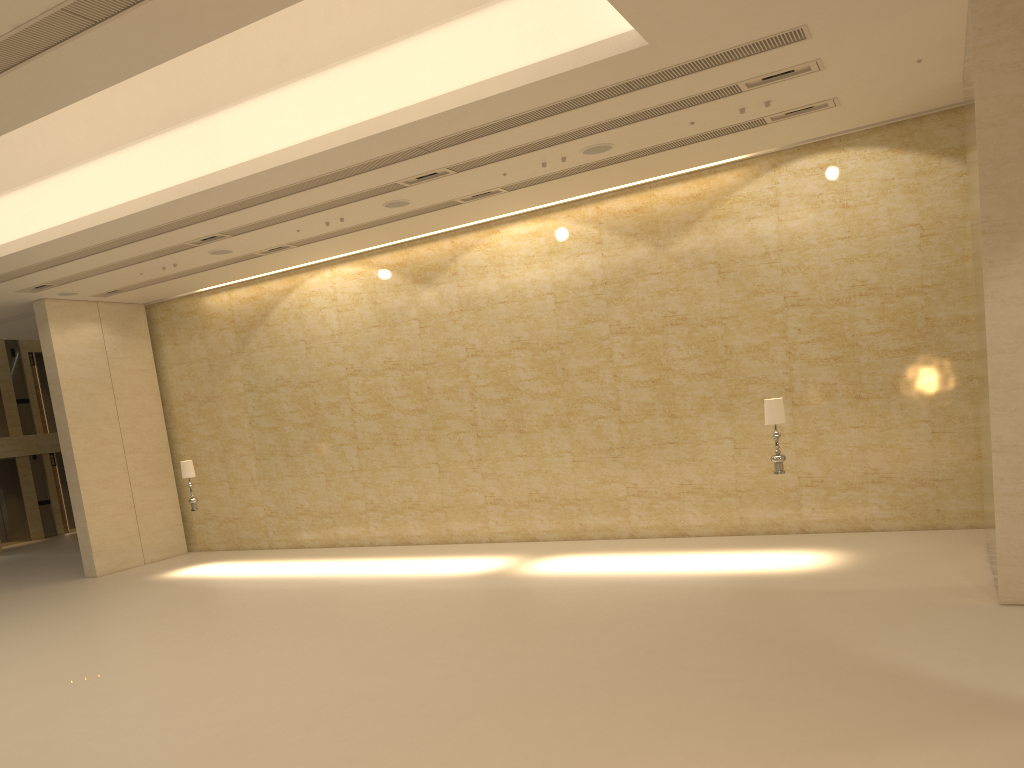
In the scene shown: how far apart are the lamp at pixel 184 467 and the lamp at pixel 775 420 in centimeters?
1103cm

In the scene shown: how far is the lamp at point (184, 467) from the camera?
17.0m

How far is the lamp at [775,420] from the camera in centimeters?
1220cm

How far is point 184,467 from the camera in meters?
17.0 m

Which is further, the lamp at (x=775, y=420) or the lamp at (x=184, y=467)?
the lamp at (x=184, y=467)

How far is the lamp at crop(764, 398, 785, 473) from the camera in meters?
12.2

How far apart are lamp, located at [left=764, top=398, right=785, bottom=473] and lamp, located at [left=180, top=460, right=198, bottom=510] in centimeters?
1103cm

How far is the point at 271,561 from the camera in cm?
1745
